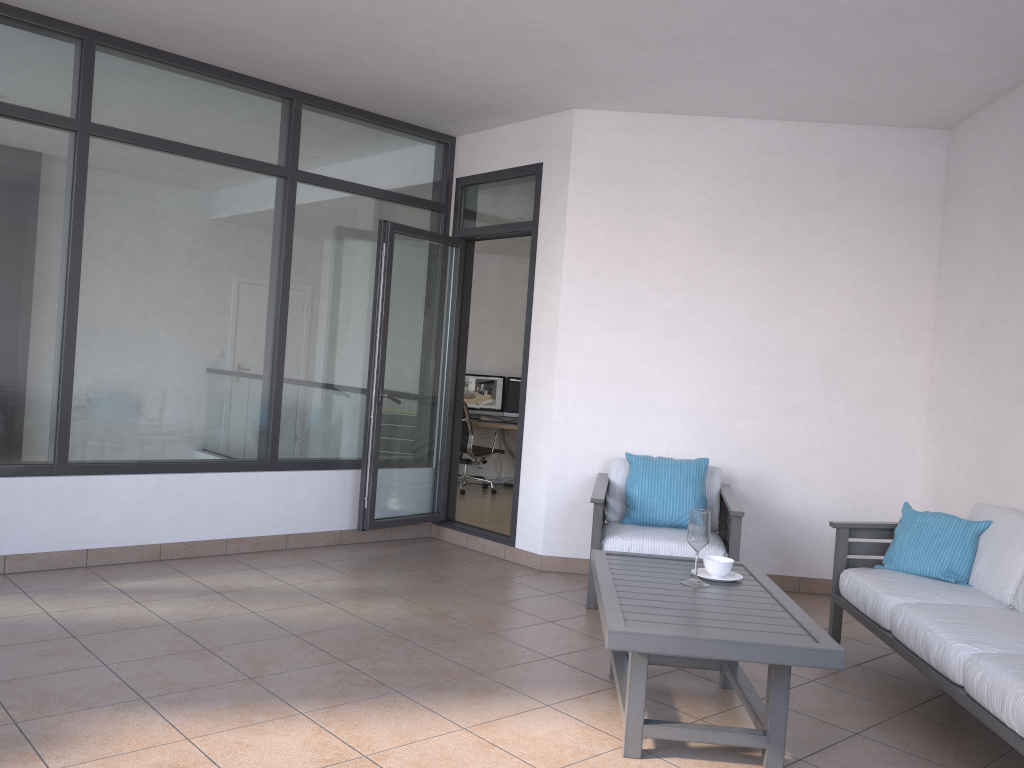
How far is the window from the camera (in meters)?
4.65

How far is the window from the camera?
4.6 meters

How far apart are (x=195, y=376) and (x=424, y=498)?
1.8 meters

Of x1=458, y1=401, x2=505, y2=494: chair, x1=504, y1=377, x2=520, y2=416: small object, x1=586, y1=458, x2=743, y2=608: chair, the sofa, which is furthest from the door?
x1=504, y1=377, x2=520, y2=416: small object

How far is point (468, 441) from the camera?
9.42m

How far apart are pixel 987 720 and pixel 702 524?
1.1 meters

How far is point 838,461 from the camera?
5.5m

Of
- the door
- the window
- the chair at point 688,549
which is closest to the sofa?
the chair at point 688,549

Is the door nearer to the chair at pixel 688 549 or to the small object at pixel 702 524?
the chair at pixel 688 549

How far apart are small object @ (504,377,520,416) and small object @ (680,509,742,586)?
6.7 meters
